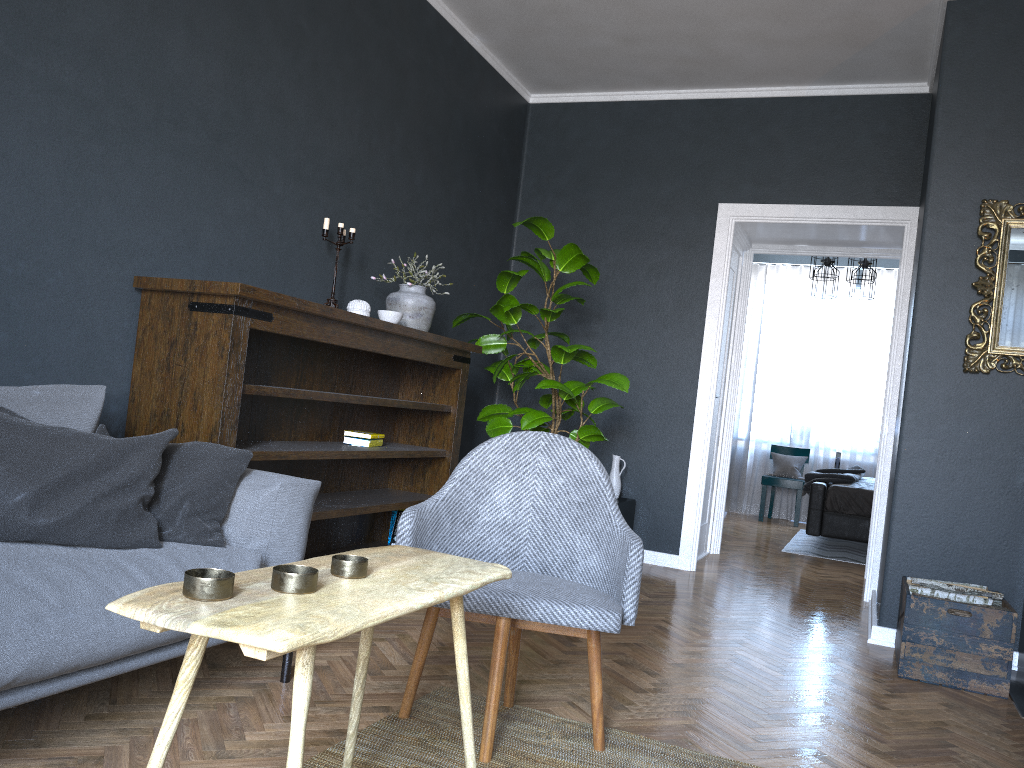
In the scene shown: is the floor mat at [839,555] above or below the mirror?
below

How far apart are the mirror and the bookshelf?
2.3m

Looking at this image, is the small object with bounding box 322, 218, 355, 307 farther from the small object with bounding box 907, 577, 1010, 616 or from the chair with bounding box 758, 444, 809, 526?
the chair with bounding box 758, 444, 809, 526

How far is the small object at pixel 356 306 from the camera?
3.93m

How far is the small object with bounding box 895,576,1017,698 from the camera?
3.31m

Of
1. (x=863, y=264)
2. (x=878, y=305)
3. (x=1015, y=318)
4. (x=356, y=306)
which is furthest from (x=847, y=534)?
(x=356, y=306)

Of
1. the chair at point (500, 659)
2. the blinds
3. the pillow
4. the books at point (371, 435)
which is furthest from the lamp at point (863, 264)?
the pillow

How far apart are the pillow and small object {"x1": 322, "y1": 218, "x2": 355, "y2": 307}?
1.5 meters

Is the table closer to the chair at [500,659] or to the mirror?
the chair at [500,659]

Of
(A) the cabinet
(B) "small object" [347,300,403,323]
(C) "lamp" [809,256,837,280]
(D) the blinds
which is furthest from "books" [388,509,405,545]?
(D) the blinds
